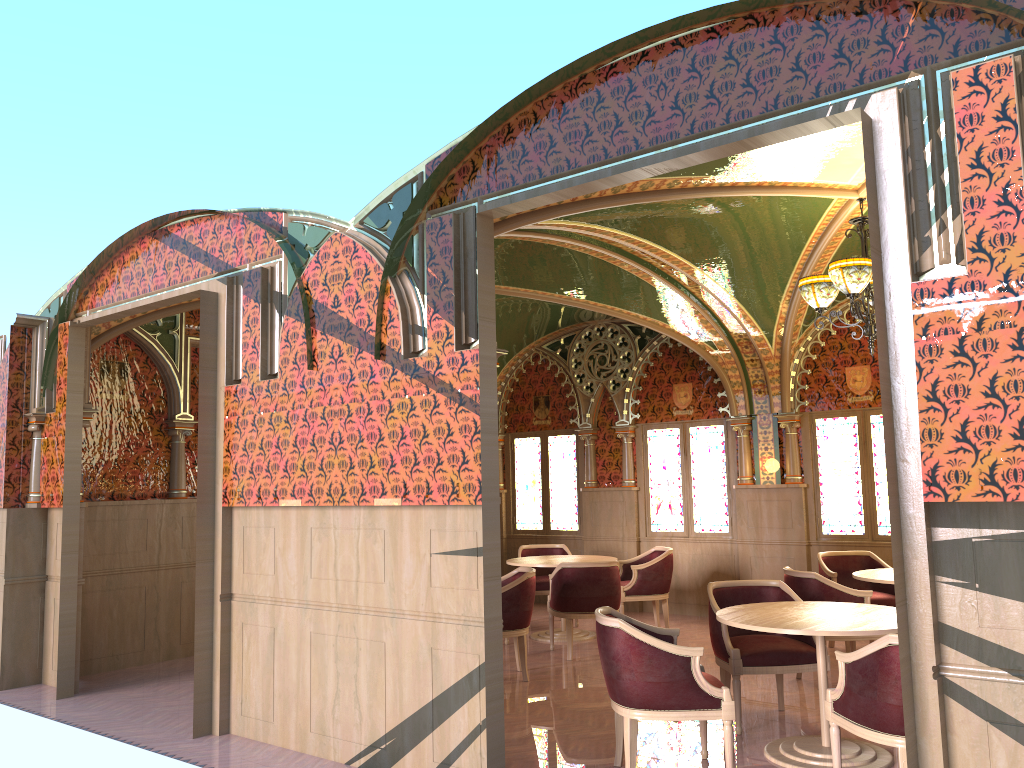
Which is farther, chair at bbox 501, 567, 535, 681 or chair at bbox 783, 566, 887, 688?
chair at bbox 501, 567, 535, 681

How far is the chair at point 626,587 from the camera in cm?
895

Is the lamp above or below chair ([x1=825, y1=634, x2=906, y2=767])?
above

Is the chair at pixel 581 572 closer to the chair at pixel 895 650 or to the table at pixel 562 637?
the table at pixel 562 637

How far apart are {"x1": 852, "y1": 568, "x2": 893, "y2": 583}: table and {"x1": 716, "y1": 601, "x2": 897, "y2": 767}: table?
1.5 meters

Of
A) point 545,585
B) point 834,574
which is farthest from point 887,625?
point 545,585

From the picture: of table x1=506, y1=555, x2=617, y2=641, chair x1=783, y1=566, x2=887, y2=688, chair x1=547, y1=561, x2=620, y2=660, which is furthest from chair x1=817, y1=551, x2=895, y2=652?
table x1=506, y1=555, x2=617, y2=641

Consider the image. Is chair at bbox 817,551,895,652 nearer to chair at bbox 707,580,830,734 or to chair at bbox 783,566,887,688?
chair at bbox 783,566,887,688

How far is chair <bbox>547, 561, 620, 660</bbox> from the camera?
7.82m

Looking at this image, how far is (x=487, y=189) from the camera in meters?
4.7 m
